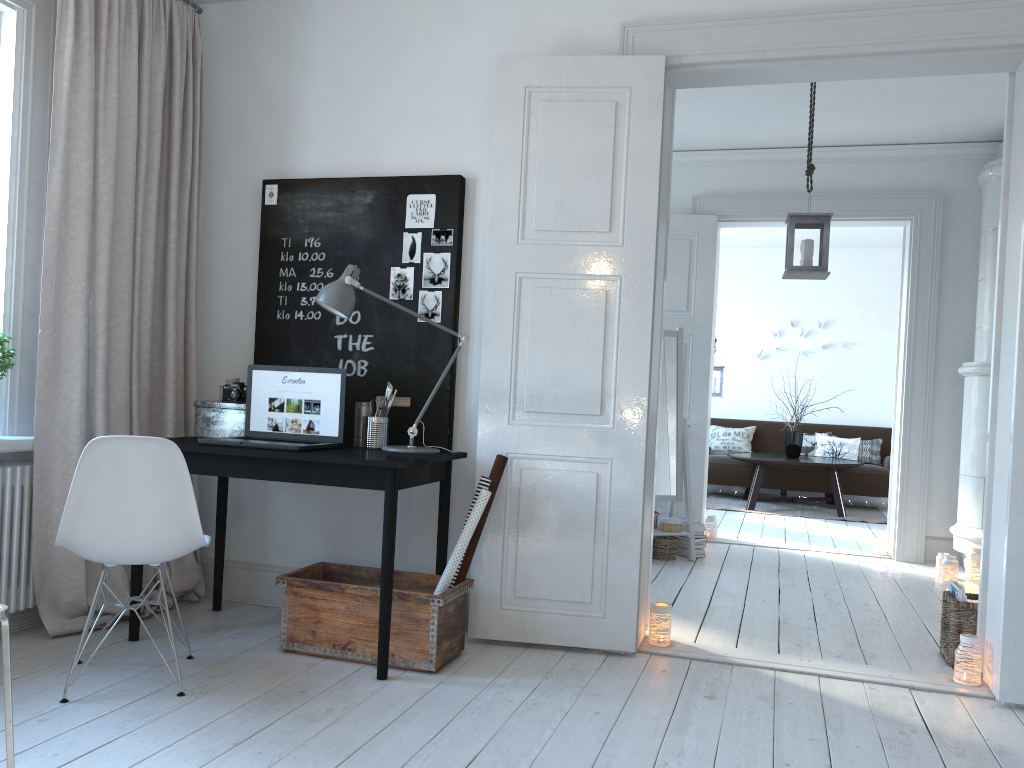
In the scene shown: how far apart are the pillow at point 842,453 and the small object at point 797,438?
0.8 meters

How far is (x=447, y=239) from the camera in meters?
3.7 m

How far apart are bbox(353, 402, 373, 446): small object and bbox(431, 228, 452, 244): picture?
0.7 meters

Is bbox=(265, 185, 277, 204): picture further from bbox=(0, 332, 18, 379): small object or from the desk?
bbox=(0, 332, 18, 379): small object

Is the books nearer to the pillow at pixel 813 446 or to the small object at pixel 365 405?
the small object at pixel 365 405

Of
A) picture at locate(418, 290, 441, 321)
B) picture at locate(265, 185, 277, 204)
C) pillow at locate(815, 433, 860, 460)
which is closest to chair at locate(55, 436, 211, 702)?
picture at locate(418, 290, 441, 321)

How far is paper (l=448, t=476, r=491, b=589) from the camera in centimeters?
339cm

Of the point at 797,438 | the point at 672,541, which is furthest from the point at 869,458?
the point at 672,541

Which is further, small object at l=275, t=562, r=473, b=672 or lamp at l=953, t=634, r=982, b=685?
lamp at l=953, t=634, r=982, b=685

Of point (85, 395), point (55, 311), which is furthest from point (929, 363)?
point (55, 311)
